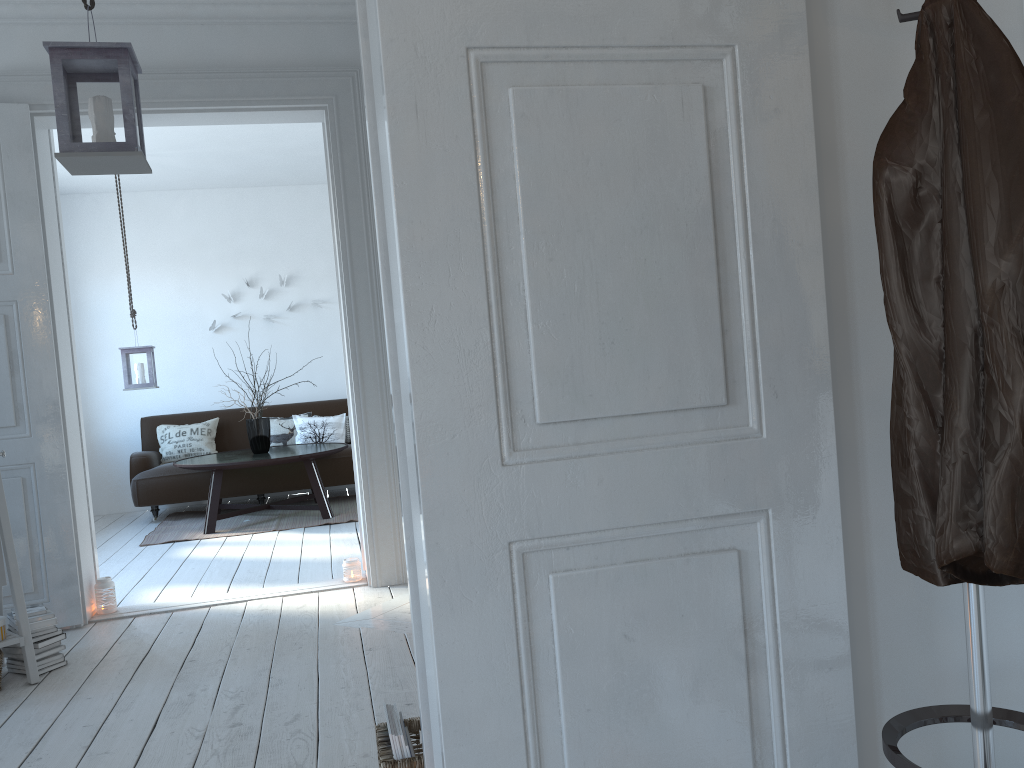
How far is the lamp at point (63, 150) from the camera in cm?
249

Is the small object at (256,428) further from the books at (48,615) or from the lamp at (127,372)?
the books at (48,615)

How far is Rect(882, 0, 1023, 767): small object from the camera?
1.2 meters

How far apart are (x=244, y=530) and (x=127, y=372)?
1.5m

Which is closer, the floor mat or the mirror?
the mirror

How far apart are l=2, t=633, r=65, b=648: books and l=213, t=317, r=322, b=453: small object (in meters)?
3.37

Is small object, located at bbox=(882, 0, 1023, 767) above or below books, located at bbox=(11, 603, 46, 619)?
above

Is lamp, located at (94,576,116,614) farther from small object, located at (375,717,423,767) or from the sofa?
the sofa

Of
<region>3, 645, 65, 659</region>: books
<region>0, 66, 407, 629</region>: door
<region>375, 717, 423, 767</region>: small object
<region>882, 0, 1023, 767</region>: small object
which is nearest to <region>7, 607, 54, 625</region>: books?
<region>3, 645, 65, 659</region>: books

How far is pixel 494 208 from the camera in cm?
130
